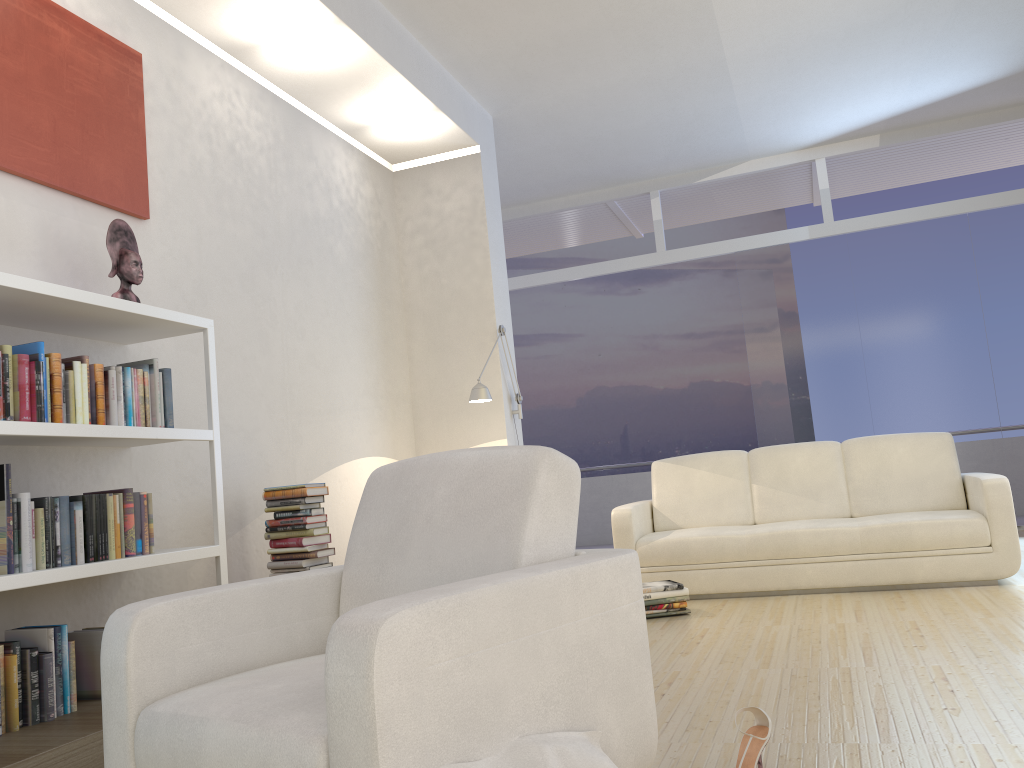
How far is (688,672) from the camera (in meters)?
3.33

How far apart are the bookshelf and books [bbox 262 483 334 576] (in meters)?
0.63

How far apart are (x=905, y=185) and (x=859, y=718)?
8.05m

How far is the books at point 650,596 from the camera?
4.6m

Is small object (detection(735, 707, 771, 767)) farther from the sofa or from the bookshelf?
the sofa

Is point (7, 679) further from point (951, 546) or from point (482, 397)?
point (951, 546)

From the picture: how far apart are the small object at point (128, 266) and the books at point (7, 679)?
1.3m

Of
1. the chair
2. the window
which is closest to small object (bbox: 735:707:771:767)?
the chair

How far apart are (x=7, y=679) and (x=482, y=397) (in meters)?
3.30

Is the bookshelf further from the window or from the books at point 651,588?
the window
